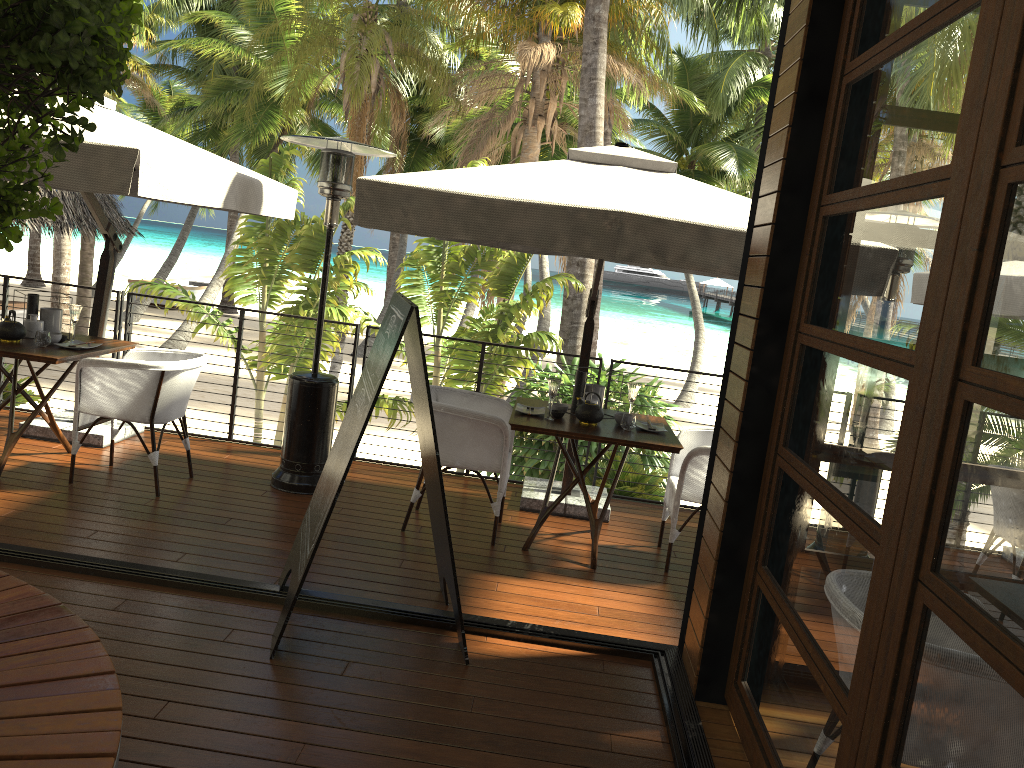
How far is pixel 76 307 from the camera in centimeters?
530cm

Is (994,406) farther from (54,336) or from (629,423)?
(54,336)

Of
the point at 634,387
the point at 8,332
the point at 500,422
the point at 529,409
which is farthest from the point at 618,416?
the point at 8,332

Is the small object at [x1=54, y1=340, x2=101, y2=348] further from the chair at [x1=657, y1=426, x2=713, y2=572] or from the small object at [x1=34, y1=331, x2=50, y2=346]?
the chair at [x1=657, y1=426, x2=713, y2=572]

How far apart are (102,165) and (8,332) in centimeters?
165cm

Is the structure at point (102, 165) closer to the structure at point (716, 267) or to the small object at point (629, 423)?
the structure at point (716, 267)

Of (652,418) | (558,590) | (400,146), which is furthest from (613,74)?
(558,590)

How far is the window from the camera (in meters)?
1.73

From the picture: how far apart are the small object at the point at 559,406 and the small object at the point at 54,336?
2.9 meters

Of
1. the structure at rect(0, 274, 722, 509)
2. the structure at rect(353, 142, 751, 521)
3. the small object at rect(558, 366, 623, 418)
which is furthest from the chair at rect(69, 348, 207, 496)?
the small object at rect(558, 366, 623, 418)
